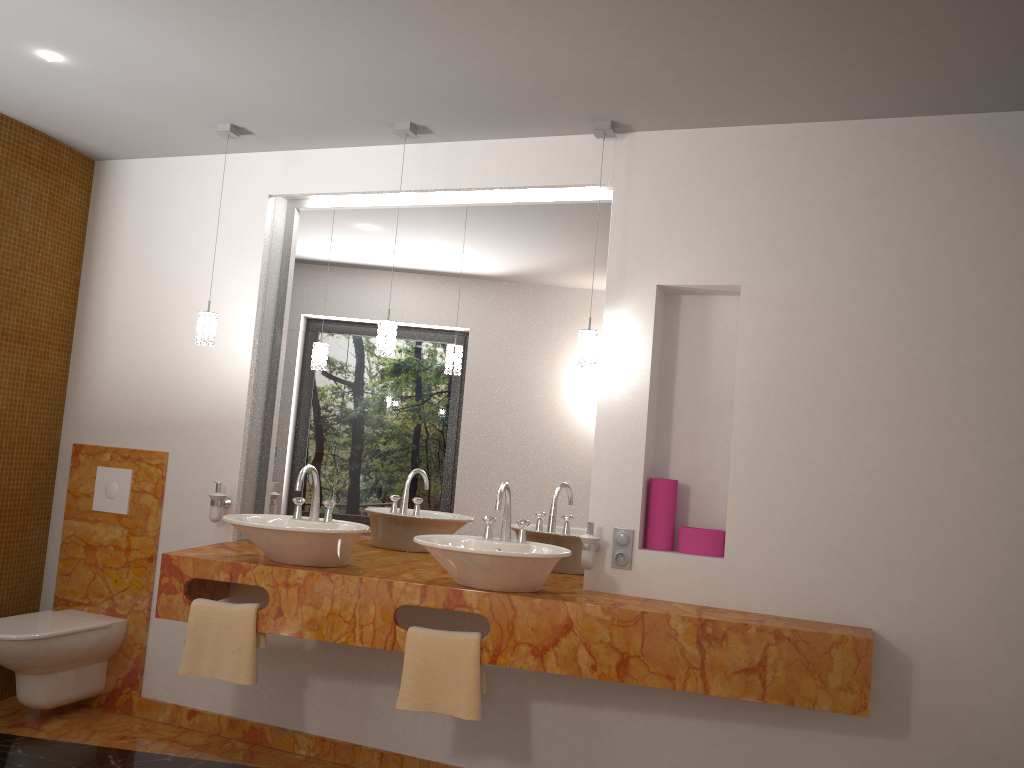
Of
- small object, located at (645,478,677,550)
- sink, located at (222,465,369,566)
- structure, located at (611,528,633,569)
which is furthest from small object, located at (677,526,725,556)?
sink, located at (222,465,369,566)

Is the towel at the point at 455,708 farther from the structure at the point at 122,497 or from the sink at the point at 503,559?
the structure at the point at 122,497

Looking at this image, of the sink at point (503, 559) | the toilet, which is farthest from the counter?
the toilet

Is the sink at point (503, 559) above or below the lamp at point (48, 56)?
below

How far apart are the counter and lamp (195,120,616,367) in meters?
0.8 m

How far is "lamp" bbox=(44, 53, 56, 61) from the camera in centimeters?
306cm

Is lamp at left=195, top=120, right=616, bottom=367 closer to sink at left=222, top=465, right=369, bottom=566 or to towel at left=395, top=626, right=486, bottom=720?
sink at left=222, top=465, right=369, bottom=566

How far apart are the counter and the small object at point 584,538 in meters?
0.1

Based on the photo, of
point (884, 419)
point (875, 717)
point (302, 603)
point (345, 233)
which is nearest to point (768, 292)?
point (884, 419)

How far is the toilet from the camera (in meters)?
3.47
